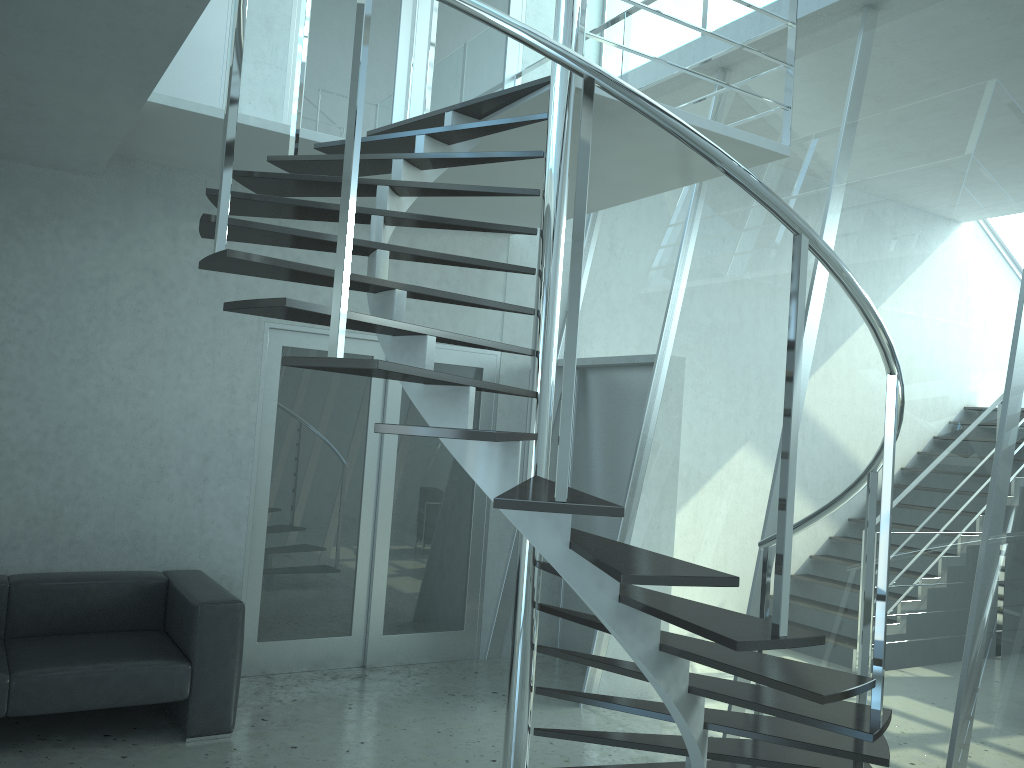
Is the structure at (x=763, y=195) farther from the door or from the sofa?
the sofa

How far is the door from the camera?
5.4m

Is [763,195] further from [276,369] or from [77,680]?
[276,369]

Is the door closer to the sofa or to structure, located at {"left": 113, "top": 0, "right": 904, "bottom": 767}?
the sofa

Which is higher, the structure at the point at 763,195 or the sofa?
the structure at the point at 763,195

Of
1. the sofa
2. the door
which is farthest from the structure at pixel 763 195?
the sofa

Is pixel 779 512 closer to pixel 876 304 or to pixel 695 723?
pixel 695 723

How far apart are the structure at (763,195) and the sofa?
1.7m

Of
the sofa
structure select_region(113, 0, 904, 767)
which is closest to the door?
the sofa

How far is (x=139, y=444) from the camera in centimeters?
497cm
